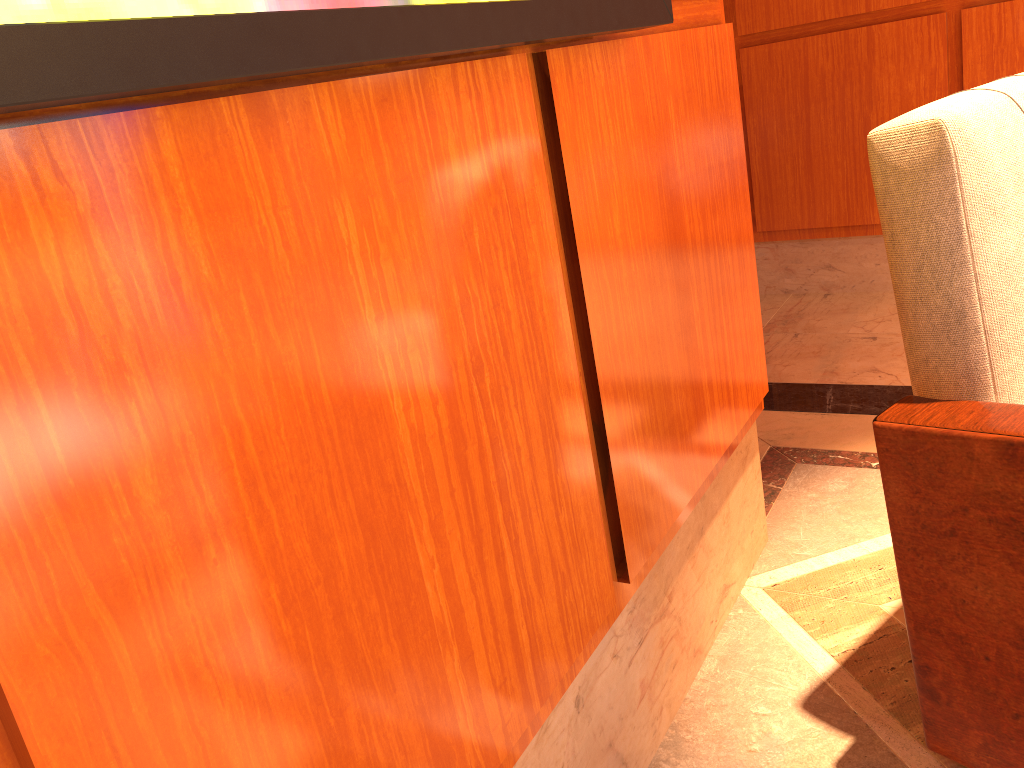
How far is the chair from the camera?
1.1m

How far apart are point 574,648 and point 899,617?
0.86m

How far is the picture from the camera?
0.5 meters

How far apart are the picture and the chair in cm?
32

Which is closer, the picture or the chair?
the picture

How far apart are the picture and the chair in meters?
0.3 m

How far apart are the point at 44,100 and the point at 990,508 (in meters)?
1.12

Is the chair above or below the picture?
below

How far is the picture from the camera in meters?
0.5 m

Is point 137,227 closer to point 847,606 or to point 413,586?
point 413,586
